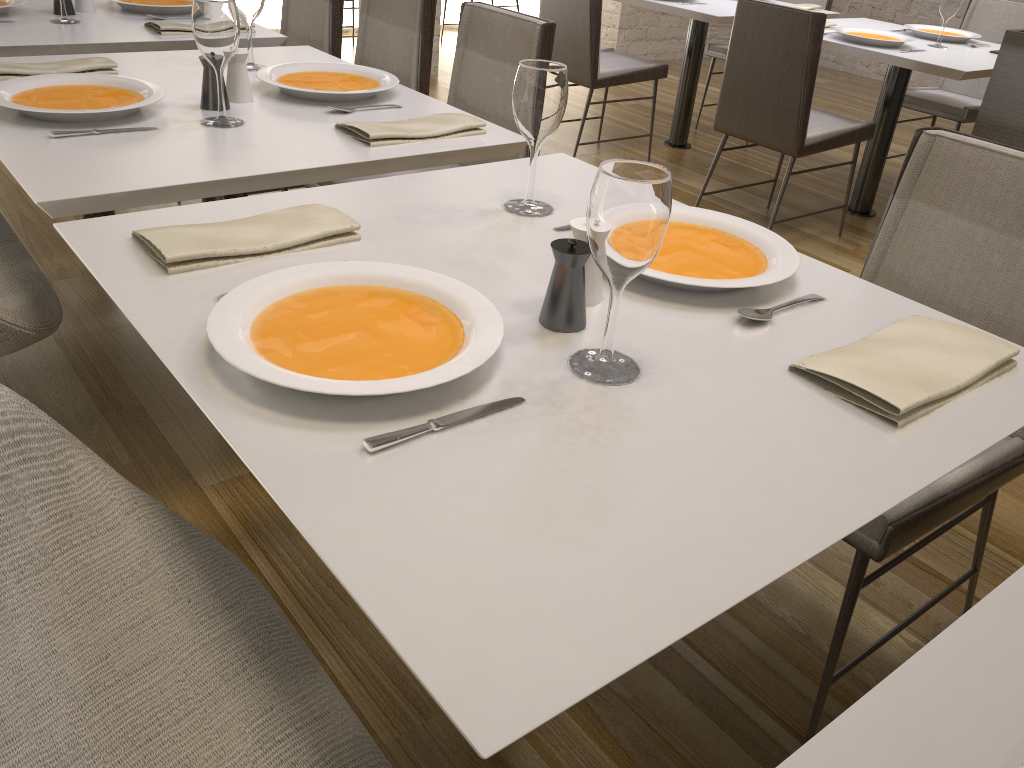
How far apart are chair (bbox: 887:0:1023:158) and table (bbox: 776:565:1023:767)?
3.8 meters

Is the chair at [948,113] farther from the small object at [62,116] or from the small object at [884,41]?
the small object at [62,116]

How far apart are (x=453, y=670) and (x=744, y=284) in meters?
0.7

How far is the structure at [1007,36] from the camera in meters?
2.4

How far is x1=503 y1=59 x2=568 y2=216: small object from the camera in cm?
130

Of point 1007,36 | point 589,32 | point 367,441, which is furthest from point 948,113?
point 367,441

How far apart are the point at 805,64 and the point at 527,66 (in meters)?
2.16

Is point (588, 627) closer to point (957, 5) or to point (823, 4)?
point (957, 5)

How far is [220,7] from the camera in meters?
1.6

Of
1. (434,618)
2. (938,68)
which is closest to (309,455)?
(434,618)
